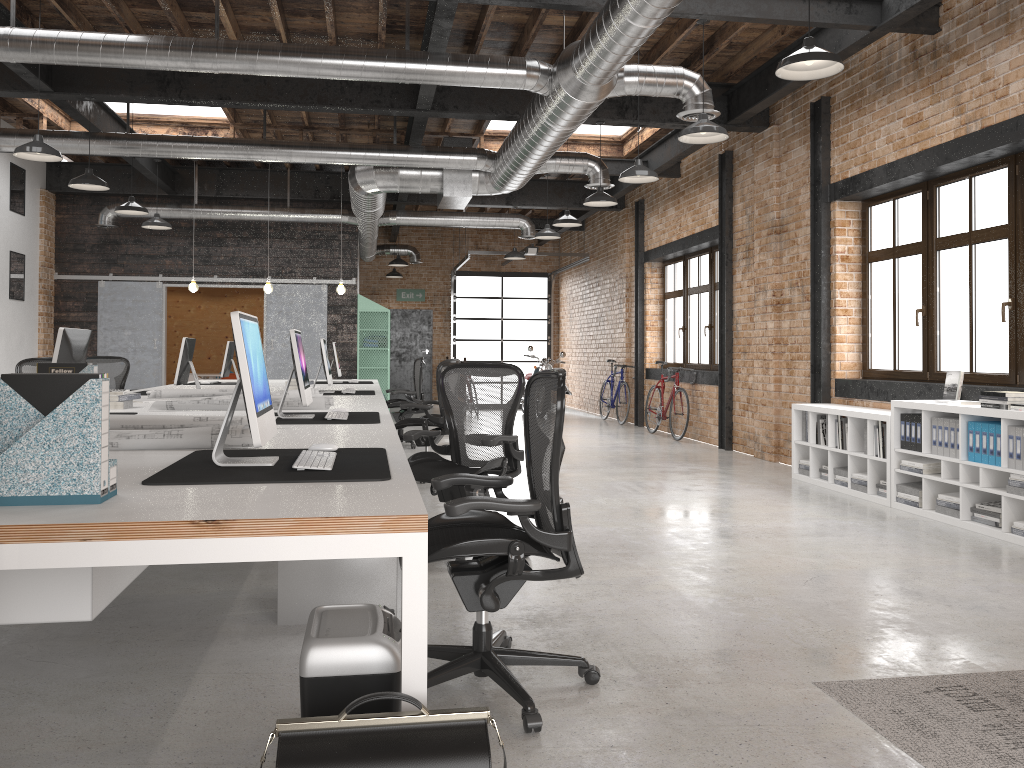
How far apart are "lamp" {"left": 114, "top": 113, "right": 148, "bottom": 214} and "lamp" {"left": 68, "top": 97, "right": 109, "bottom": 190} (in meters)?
1.20

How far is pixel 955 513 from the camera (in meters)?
5.97

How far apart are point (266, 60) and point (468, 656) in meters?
4.9

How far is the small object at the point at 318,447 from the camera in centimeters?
321cm

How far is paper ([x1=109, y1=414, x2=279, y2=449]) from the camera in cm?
330

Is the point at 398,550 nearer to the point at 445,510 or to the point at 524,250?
the point at 445,510

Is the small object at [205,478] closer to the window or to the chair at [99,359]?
the window

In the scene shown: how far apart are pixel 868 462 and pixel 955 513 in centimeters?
102cm

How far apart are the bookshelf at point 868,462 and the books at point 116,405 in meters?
5.4

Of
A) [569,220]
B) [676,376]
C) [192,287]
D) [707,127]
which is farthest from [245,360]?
[676,376]
